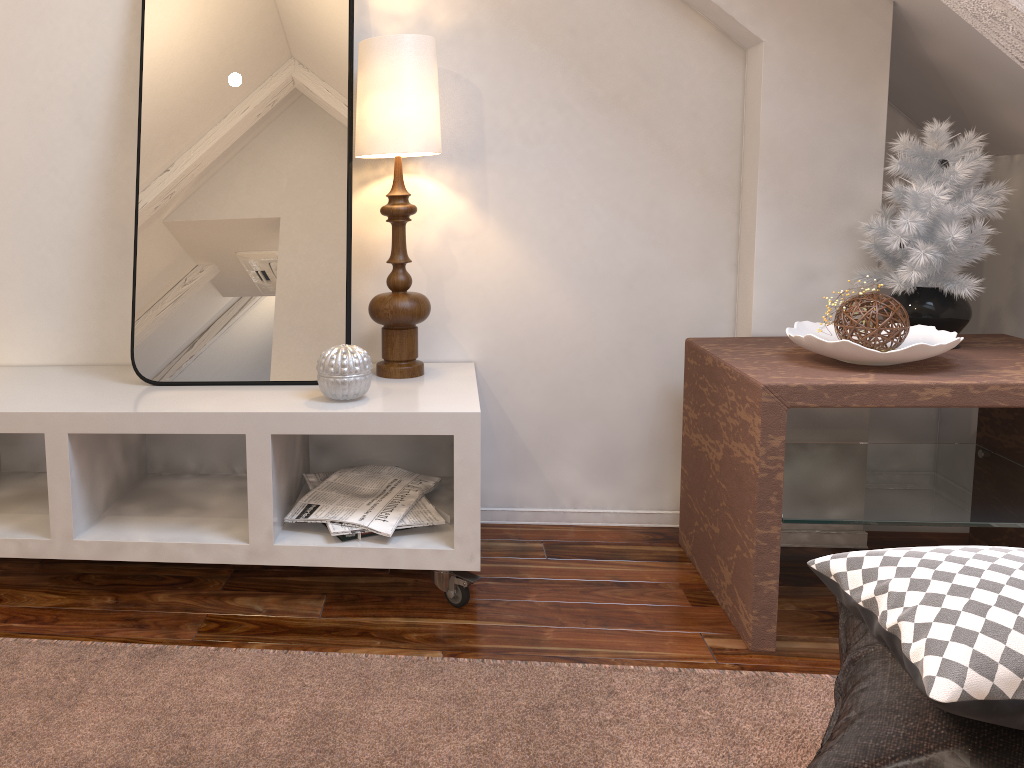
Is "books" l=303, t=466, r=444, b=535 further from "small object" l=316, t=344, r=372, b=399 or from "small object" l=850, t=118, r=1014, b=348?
"small object" l=850, t=118, r=1014, b=348

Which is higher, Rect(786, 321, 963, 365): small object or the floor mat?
→ Rect(786, 321, 963, 365): small object

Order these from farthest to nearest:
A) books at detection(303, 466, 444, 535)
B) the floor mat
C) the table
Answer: books at detection(303, 466, 444, 535), the table, the floor mat

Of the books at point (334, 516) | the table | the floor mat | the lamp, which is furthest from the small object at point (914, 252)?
the books at point (334, 516)

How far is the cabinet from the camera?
1.5 meters

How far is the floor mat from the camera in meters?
1.2 m

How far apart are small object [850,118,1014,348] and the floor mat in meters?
0.7 m

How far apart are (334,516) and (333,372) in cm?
27

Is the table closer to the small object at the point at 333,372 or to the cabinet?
the cabinet

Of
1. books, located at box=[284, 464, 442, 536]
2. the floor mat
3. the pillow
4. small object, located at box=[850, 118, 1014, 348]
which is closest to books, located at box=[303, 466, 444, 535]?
books, located at box=[284, 464, 442, 536]
